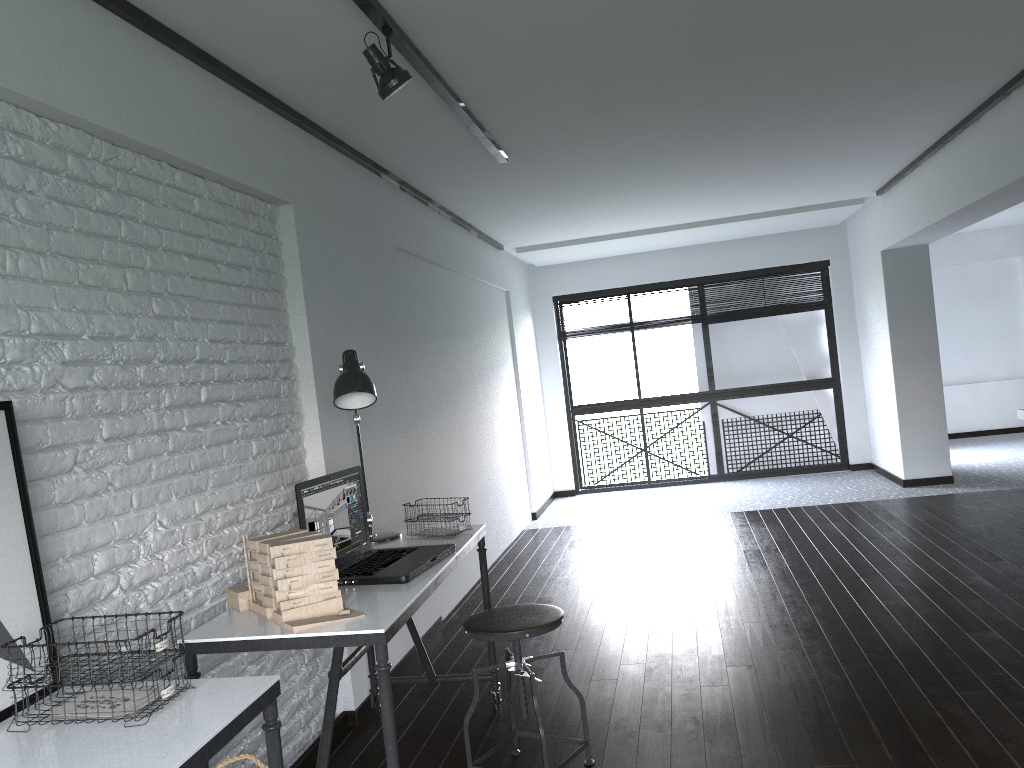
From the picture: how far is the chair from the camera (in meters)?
2.65

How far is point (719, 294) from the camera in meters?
8.9

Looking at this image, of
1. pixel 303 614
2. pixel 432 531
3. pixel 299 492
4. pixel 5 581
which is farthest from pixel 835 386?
pixel 5 581

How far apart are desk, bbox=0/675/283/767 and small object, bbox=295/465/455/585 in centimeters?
76cm

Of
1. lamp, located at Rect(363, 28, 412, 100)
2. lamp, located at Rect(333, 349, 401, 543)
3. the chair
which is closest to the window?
lamp, located at Rect(333, 349, 401, 543)

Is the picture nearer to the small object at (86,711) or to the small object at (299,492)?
the small object at (86,711)

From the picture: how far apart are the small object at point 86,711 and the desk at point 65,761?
0.01m

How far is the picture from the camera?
1.8m

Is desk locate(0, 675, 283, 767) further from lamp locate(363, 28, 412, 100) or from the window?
the window

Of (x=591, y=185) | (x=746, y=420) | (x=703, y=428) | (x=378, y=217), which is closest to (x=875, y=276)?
(x=746, y=420)
